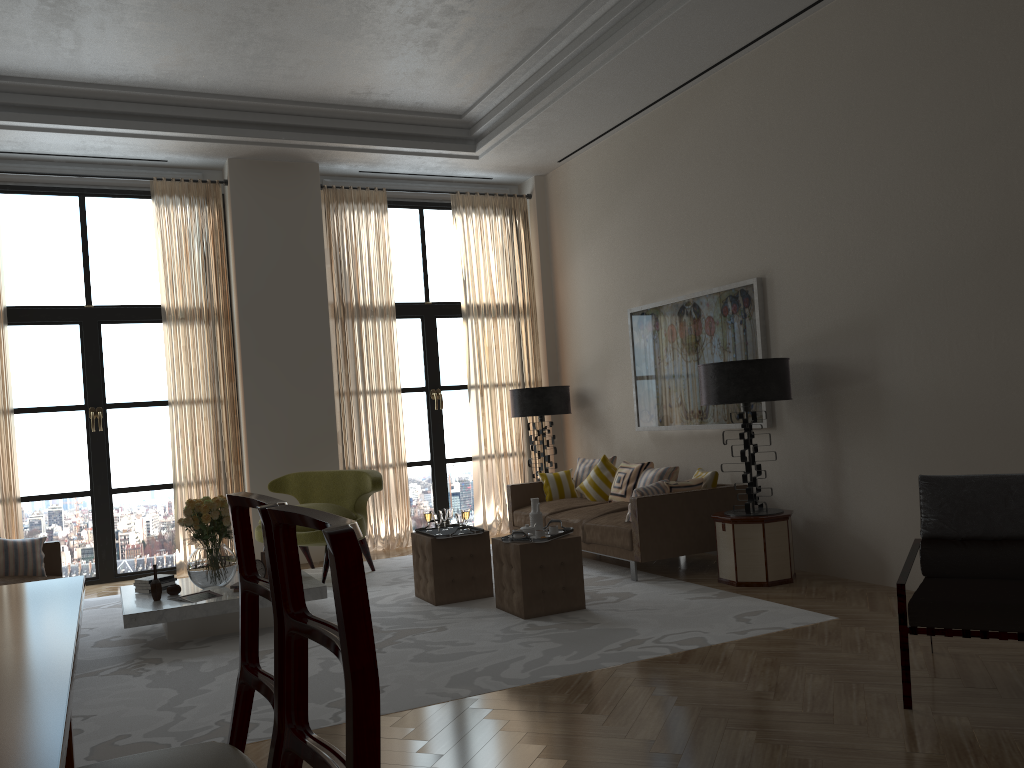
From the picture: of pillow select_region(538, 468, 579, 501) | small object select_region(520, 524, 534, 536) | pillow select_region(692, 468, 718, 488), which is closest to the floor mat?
small object select_region(520, 524, 534, 536)

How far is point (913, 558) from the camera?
5.1 meters

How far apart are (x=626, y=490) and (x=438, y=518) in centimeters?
273cm

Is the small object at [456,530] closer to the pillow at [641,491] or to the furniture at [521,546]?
the furniture at [521,546]

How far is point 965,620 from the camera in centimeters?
445cm

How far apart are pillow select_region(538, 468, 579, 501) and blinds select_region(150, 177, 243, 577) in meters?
3.7

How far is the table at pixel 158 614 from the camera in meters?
6.9

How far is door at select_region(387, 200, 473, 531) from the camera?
12.4m

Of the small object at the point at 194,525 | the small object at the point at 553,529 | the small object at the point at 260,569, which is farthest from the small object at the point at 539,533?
the small object at the point at 194,525

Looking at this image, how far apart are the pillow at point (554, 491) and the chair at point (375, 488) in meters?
2.3 m
